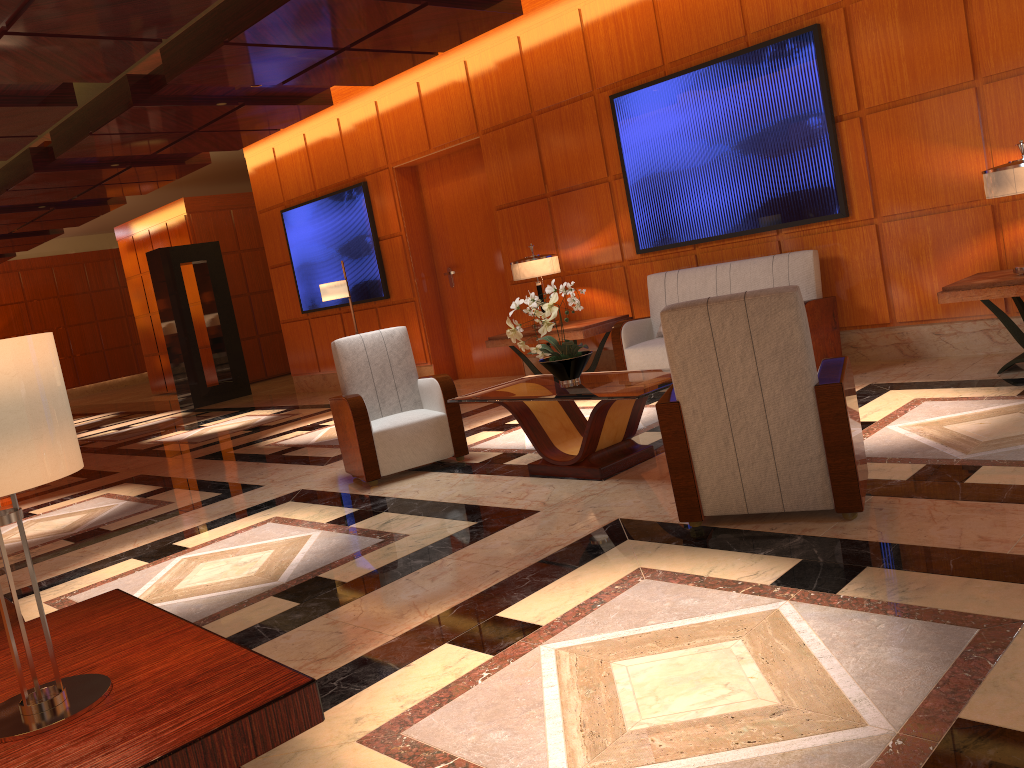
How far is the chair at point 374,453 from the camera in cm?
575

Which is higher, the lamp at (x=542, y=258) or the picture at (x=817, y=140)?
the picture at (x=817, y=140)

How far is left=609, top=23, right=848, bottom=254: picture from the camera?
6.69m

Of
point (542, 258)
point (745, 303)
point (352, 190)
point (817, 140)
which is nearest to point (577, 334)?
point (542, 258)

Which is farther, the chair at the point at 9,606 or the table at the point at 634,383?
the table at the point at 634,383

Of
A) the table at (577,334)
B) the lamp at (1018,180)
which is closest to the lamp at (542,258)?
the table at (577,334)

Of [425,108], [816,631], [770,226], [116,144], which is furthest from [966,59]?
[116,144]

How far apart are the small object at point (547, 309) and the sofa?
1.93m

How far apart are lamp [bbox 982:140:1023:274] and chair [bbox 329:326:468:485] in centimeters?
354cm

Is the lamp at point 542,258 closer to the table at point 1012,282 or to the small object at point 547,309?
the small object at point 547,309
